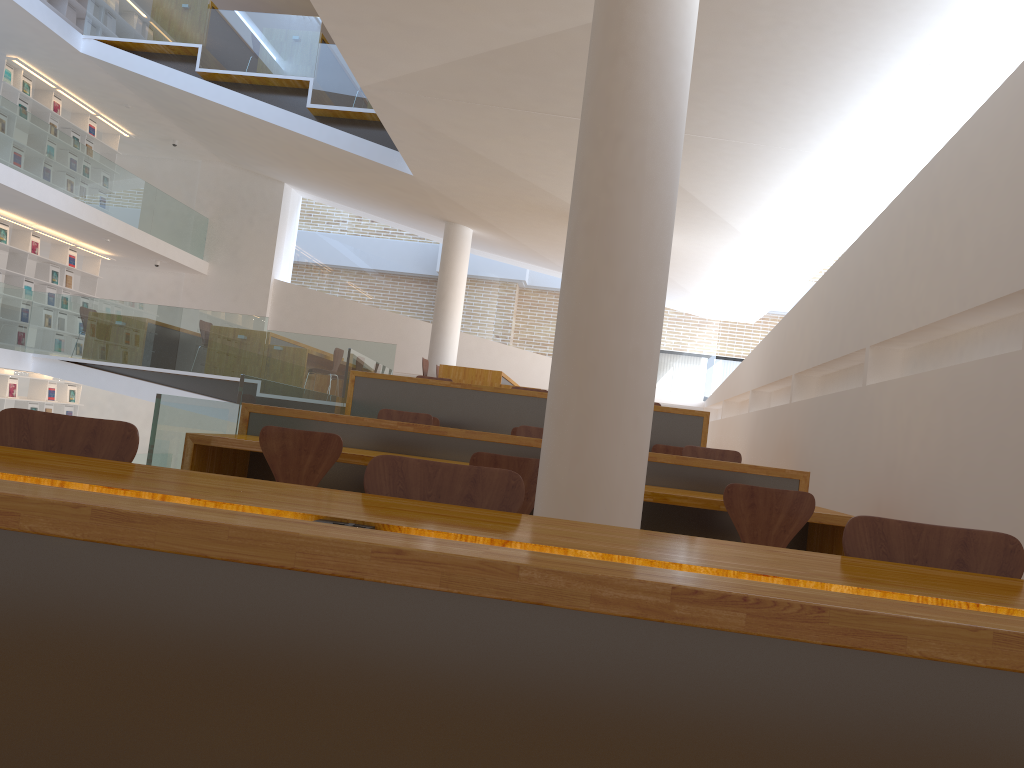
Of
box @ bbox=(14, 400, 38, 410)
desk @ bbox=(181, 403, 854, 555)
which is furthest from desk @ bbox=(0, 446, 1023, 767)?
box @ bbox=(14, 400, 38, 410)

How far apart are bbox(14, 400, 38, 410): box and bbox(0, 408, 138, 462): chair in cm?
1221

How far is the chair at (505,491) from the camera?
2.1m

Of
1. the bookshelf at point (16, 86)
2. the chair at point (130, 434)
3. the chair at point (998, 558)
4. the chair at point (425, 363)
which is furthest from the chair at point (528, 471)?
the bookshelf at point (16, 86)

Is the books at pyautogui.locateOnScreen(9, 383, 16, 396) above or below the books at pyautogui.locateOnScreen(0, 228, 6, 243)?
below

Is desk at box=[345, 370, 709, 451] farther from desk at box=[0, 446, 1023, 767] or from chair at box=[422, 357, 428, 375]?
desk at box=[0, 446, 1023, 767]

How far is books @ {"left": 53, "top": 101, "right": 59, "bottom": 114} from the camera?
12.8m

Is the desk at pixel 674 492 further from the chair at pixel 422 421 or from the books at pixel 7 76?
the books at pixel 7 76

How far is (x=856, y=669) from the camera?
1.1 meters

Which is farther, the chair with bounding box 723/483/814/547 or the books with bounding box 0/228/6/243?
the books with bounding box 0/228/6/243
